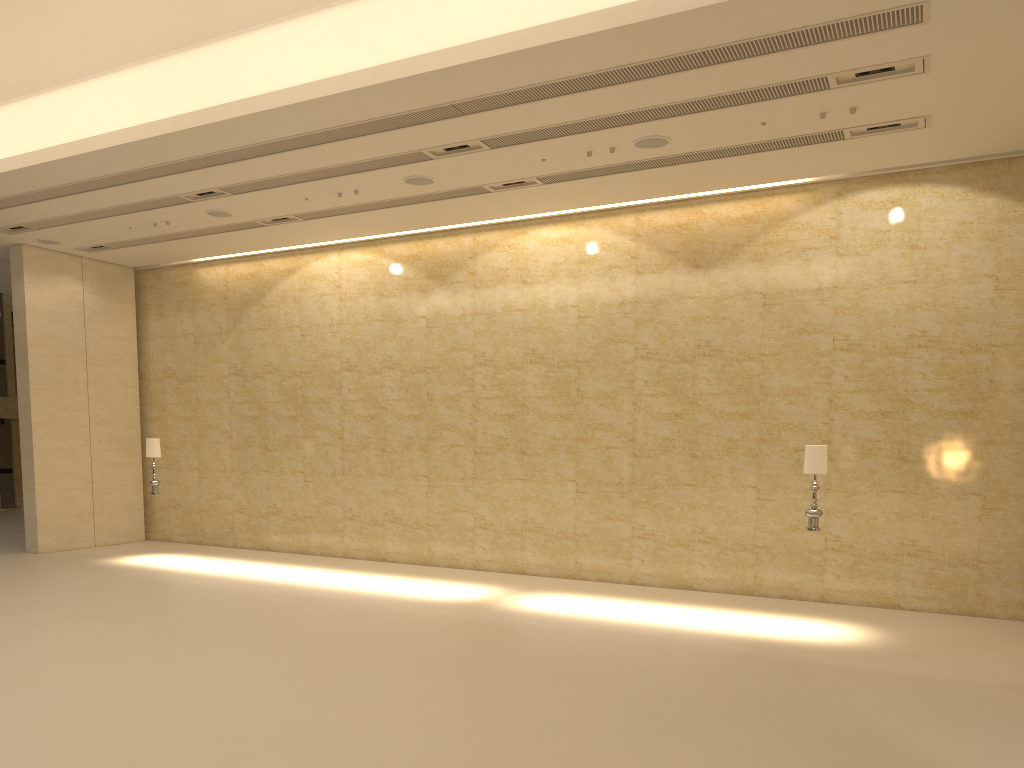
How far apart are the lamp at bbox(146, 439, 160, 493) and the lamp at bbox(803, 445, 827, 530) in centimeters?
1102cm

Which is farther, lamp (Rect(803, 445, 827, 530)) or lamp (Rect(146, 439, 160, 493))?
lamp (Rect(146, 439, 160, 493))

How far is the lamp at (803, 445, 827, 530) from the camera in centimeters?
1066cm

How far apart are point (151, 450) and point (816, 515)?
11.19m

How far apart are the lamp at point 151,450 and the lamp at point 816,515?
11.0 meters

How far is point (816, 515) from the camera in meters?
10.7

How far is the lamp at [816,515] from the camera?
10.7m

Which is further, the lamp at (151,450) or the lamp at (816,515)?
the lamp at (151,450)

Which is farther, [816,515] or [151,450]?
[151,450]

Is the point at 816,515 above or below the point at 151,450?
below
